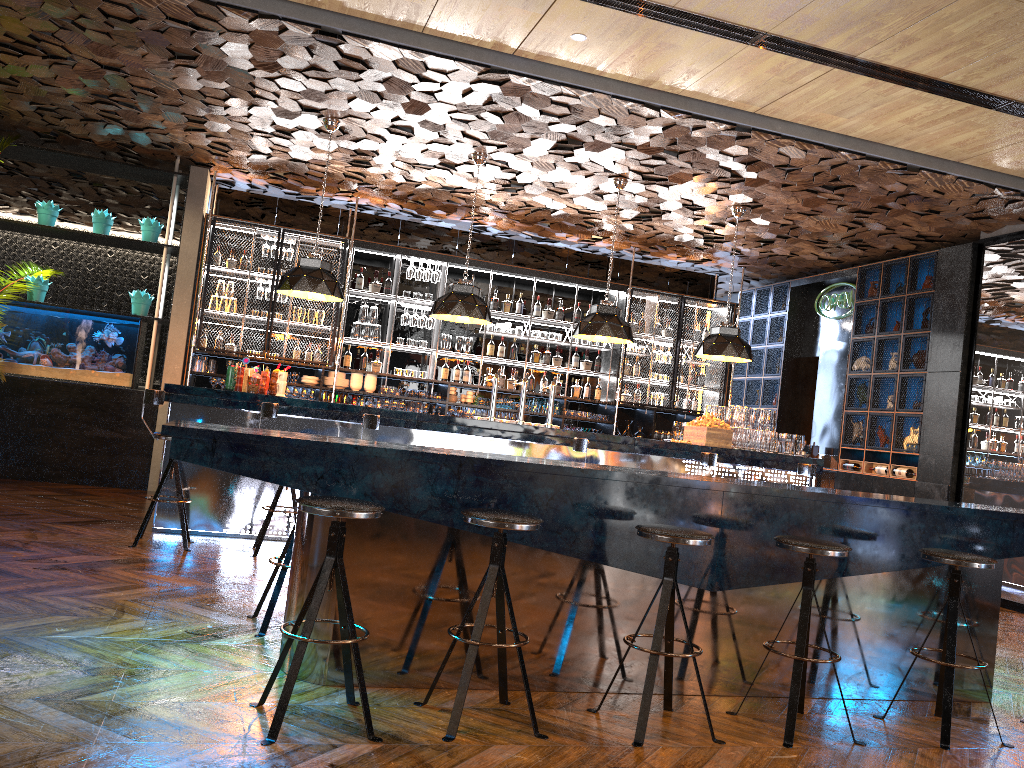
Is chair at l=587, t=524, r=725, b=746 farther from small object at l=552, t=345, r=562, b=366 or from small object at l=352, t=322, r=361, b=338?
small object at l=552, t=345, r=562, b=366

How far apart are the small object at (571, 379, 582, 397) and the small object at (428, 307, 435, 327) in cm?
202

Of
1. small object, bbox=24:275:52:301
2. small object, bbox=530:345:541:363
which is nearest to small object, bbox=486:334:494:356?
small object, bbox=530:345:541:363

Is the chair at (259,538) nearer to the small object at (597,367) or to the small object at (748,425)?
the small object at (748,425)

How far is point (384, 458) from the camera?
3.69m

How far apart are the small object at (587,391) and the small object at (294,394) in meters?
3.5

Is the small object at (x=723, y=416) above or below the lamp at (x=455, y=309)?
below

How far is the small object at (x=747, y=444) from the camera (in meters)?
8.55

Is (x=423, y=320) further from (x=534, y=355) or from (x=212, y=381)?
(x=212, y=381)

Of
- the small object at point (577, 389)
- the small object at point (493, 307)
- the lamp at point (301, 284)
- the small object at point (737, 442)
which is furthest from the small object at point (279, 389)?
the small object at point (577, 389)
